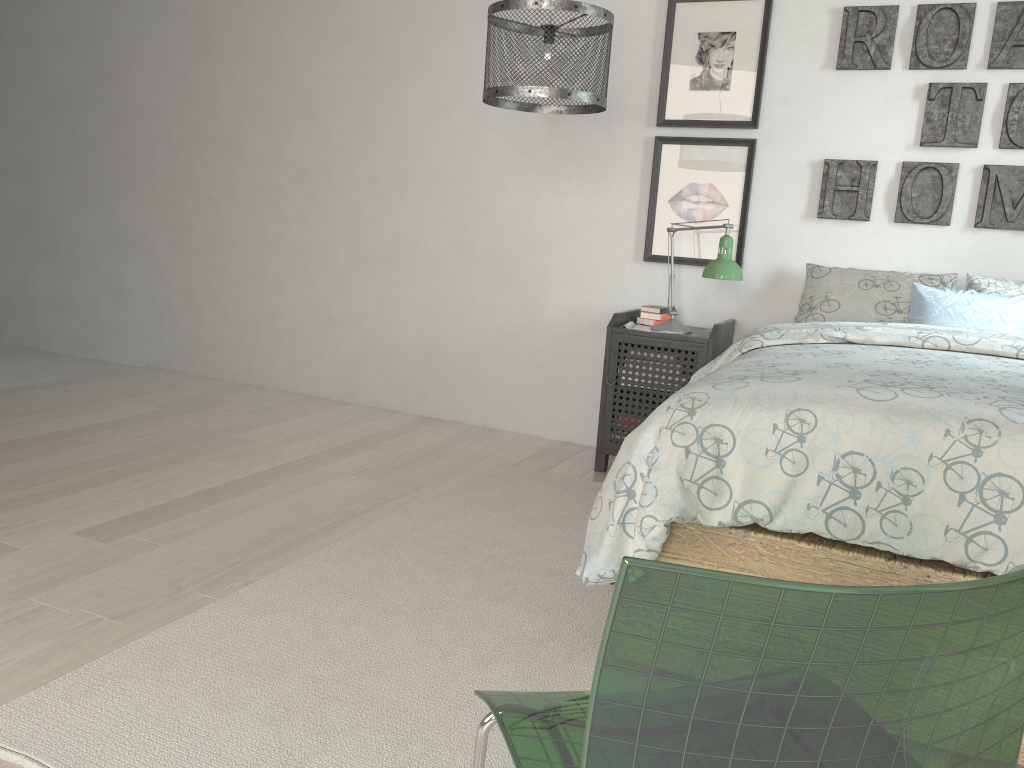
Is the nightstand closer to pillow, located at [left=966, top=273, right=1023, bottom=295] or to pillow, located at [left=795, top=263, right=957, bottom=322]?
pillow, located at [left=795, top=263, right=957, bottom=322]

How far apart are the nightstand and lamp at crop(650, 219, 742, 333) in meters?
0.0

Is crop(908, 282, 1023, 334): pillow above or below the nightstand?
above

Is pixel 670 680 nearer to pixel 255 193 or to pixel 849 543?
pixel 849 543

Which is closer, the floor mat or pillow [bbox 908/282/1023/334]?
the floor mat

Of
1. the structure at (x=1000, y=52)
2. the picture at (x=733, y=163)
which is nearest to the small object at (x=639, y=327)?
the picture at (x=733, y=163)

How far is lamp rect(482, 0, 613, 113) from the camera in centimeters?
247cm

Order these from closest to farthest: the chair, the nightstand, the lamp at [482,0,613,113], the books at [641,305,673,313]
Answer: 1. the chair
2. the lamp at [482,0,613,113]
3. the nightstand
4. the books at [641,305,673,313]

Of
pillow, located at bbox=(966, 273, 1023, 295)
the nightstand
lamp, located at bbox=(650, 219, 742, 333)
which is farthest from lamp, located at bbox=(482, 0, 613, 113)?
pillow, located at bbox=(966, 273, 1023, 295)

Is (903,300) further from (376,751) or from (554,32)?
(376,751)
